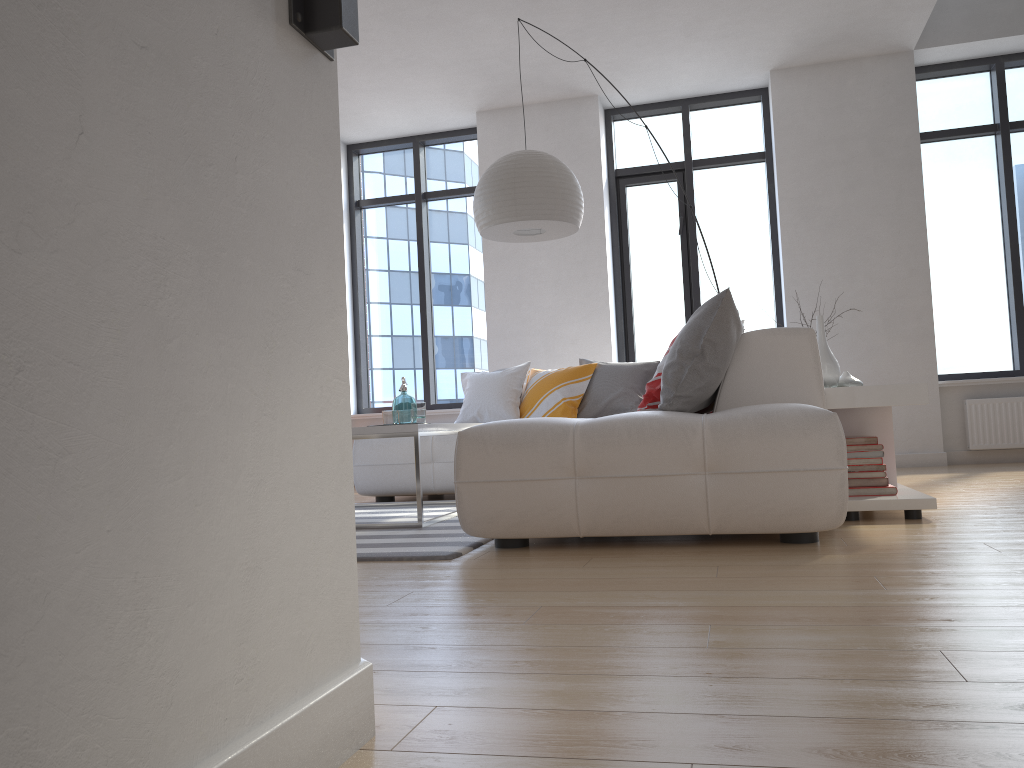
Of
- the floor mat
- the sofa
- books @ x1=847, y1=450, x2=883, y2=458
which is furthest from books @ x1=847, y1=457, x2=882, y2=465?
the floor mat

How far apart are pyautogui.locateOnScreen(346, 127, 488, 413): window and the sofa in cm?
216

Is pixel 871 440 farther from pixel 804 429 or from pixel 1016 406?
pixel 1016 406

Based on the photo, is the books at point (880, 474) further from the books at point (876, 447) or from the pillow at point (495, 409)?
the pillow at point (495, 409)

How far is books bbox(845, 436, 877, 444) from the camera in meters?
3.5 m

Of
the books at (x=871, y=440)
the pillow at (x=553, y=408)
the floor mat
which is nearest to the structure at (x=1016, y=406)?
the pillow at (x=553, y=408)

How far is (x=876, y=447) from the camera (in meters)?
3.45

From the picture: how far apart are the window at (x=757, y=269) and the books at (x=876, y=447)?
3.6 meters

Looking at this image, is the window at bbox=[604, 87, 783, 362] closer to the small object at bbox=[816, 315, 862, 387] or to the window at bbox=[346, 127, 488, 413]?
the window at bbox=[346, 127, 488, 413]

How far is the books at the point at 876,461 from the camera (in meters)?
3.45
